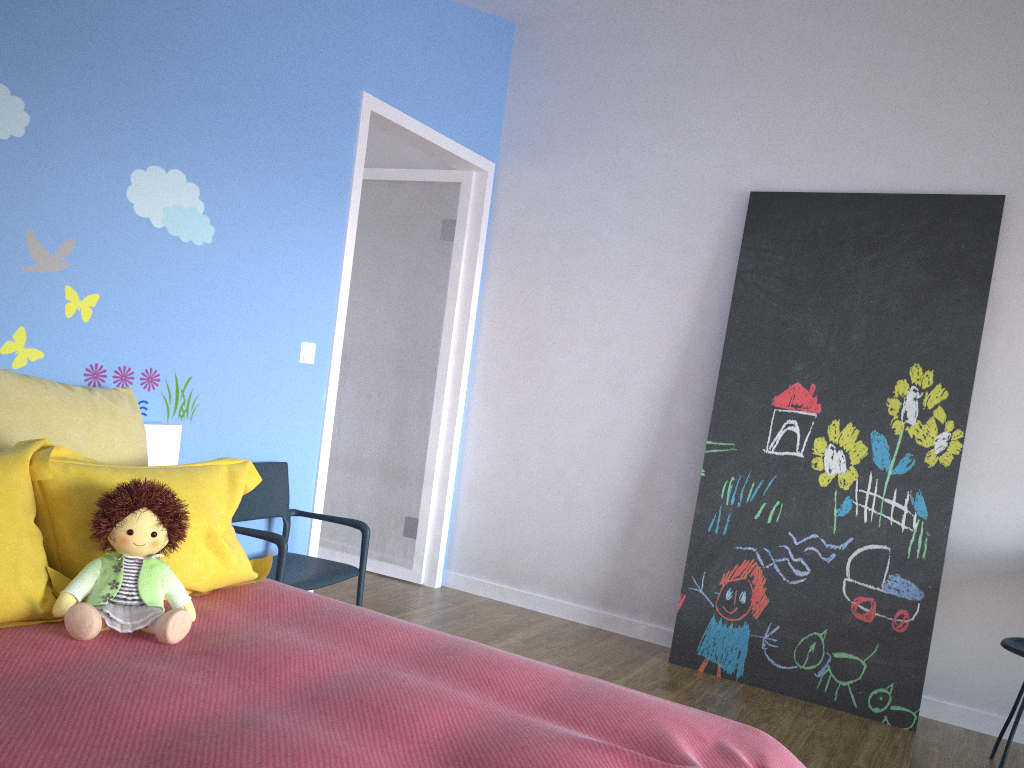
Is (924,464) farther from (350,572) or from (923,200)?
(350,572)

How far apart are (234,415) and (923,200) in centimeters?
275cm

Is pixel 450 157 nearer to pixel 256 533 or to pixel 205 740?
pixel 256 533

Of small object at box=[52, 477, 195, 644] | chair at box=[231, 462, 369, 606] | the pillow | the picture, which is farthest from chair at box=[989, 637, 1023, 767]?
small object at box=[52, 477, 195, 644]

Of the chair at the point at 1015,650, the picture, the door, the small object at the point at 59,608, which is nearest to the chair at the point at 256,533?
the door

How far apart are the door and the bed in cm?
79

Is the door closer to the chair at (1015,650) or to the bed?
the bed

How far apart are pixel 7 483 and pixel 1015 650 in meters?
2.9

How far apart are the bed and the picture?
1.7 meters

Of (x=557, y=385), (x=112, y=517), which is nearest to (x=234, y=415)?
(x=112, y=517)
